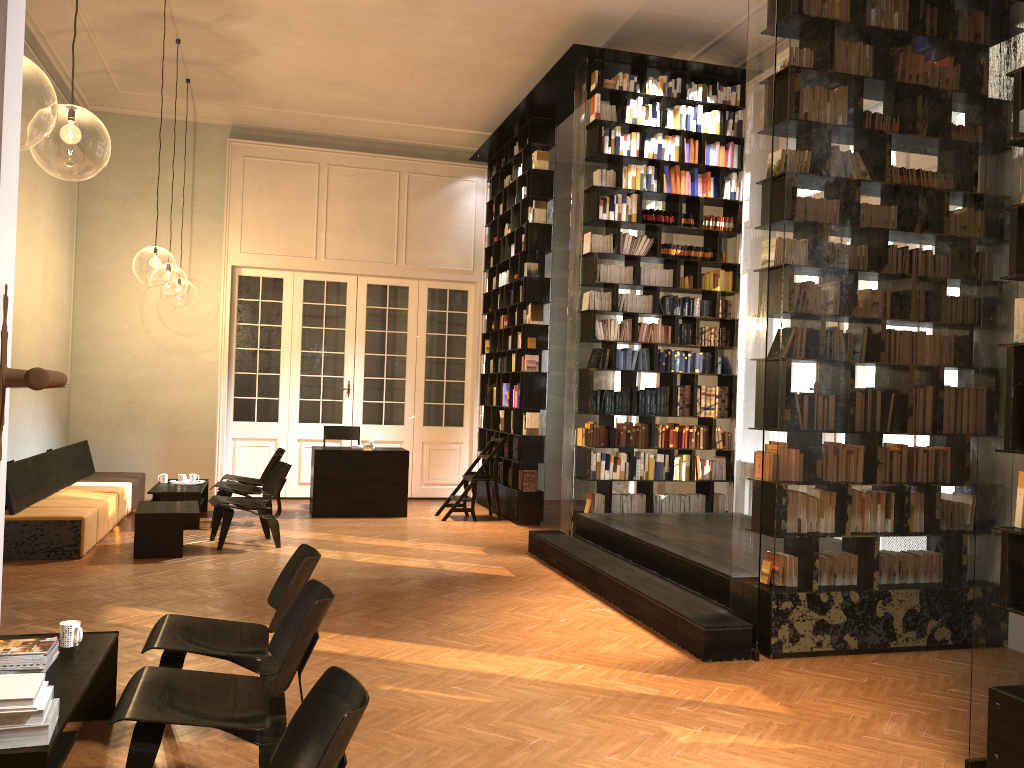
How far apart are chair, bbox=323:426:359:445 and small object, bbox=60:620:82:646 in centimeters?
812cm

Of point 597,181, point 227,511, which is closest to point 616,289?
point 597,181

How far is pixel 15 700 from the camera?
2.82m

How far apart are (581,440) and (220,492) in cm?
409

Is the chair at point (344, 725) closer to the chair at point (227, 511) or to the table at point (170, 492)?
the chair at point (227, 511)

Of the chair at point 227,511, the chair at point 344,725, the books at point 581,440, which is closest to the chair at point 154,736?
the chair at point 344,725

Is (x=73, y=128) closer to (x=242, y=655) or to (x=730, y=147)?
(x=730, y=147)

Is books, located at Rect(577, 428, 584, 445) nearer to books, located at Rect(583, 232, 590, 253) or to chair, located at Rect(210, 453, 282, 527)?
books, located at Rect(583, 232, 590, 253)

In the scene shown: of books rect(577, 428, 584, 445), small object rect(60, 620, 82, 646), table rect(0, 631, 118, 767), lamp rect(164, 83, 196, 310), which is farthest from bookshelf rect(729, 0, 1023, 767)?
lamp rect(164, 83, 196, 310)

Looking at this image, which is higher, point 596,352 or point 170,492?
point 596,352
